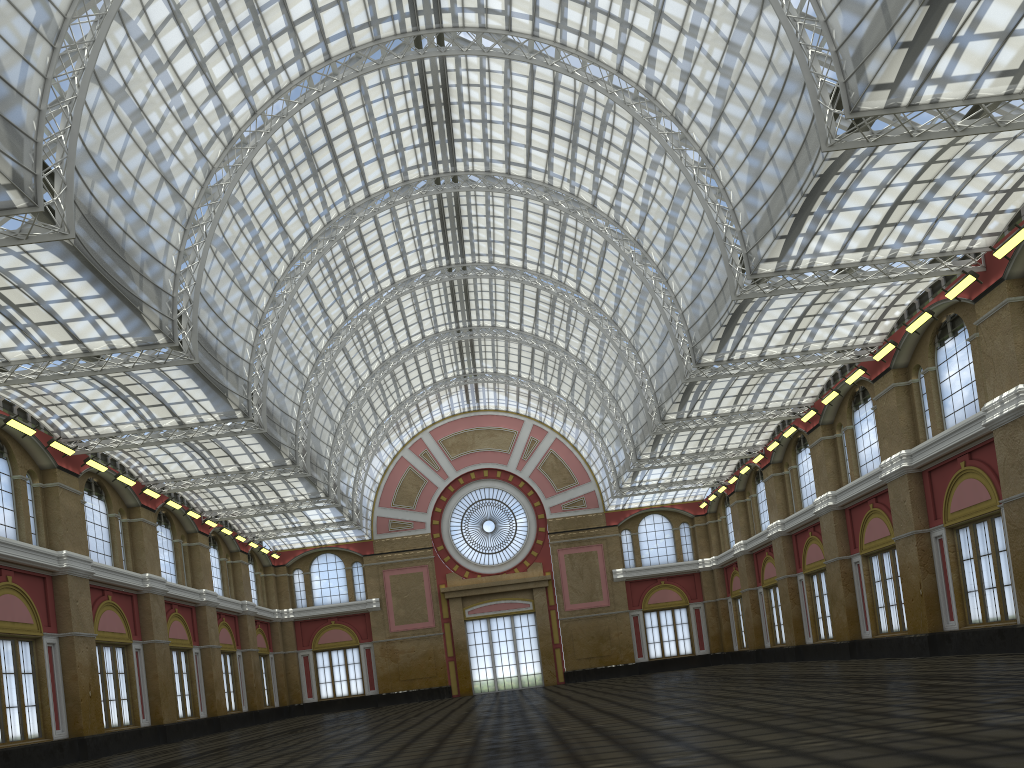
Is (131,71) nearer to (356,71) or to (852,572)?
(356,71)
